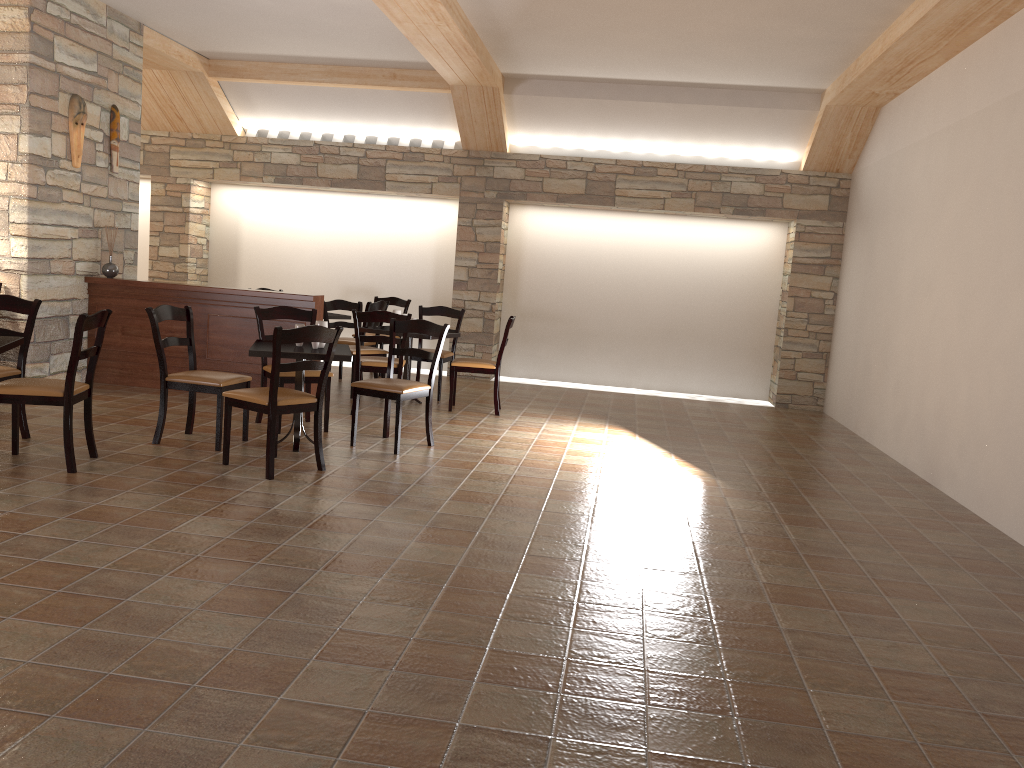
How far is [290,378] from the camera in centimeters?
609cm

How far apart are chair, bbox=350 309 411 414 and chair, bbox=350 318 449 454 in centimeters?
75cm

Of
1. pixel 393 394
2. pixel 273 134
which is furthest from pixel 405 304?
pixel 393 394

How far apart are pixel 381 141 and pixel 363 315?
3.8 meters

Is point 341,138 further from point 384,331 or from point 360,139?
point 384,331

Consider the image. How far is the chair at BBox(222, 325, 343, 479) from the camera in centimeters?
478cm

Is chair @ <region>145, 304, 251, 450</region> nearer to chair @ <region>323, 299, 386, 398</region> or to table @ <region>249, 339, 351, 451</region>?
table @ <region>249, 339, 351, 451</region>

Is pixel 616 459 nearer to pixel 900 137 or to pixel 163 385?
pixel 163 385

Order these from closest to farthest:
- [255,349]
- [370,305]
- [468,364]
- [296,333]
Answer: [296,333] → [255,349] → [468,364] → [370,305]

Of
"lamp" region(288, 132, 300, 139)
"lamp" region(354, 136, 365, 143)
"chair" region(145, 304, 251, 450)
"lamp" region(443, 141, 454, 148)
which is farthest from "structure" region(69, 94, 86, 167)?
"lamp" region(443, 141, 454, 148)
